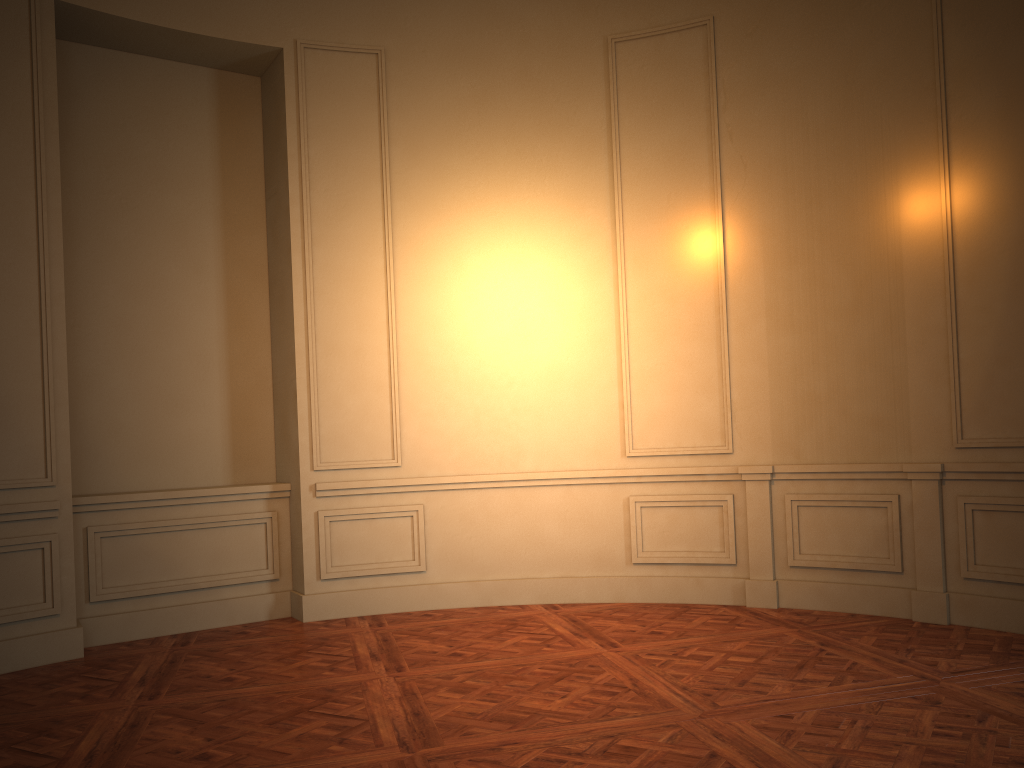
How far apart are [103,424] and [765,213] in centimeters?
438cm
